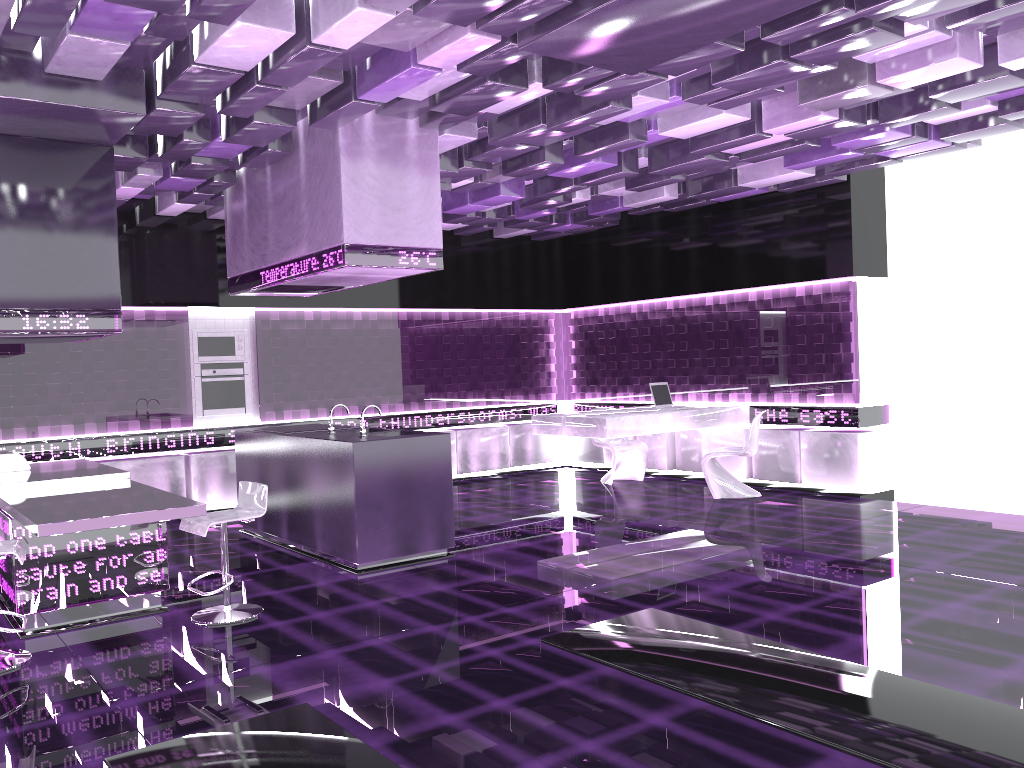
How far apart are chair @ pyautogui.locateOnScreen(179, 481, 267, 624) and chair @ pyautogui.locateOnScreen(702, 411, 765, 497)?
4.90m

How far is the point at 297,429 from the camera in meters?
7.5 m

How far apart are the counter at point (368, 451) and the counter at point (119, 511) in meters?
1.3 m

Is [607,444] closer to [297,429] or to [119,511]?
[297,429]

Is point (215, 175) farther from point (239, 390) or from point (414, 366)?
point (414, 366)

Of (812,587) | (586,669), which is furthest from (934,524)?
(586,669)

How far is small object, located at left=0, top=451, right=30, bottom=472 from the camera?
6.3 meters

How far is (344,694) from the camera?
3.84m

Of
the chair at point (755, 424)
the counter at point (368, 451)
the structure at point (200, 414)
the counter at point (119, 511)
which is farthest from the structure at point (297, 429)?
the chair at point (755, 424)

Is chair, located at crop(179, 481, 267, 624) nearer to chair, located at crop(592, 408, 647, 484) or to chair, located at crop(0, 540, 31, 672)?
chair, located at crop(0, 540, 31, 672)
